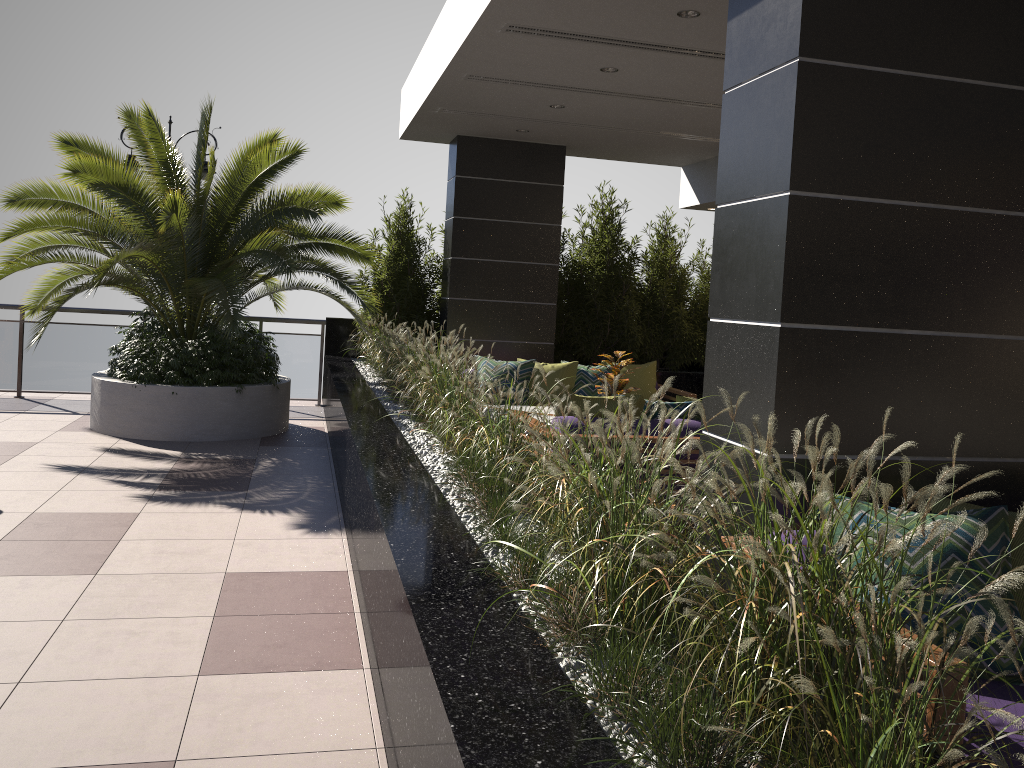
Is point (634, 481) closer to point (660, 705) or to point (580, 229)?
point (660, 705)

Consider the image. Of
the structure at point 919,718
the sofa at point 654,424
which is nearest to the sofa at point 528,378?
the structure at point 919,718

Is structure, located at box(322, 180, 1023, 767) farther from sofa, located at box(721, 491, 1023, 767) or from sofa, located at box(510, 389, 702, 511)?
sofa, located at box(510, 389, 702, 511)

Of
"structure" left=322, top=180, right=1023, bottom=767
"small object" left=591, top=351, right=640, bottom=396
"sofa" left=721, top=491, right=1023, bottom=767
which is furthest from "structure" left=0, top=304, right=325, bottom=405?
"sofa" left=721, top=491, right=1023, bottom=767

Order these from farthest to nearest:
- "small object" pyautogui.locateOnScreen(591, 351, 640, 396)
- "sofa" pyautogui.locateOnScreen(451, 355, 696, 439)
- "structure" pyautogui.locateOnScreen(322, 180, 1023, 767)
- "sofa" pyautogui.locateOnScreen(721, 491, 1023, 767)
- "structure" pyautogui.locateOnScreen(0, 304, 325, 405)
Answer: "structure" pyautogui.locateOnScreen(0, 304, 325, 405), "sofa" pyautogui.locateOnScreen(451, 355, 696, 439), "small object" pyautogui.locateOnScreen(591, 351, 640, 396), "sofa" pyautogui.locateOnScreen(721, 491, 1023, 767), "structure" pyautogui.locateOnScreen(322, 180, 1023, 767)

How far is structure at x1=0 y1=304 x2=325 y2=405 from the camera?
10.06m

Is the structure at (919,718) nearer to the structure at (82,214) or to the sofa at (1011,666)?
the sofa at (1011,666)

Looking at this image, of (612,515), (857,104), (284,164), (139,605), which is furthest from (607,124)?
(612,515)

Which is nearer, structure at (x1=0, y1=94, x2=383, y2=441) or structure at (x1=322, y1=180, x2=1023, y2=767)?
structure at (x1=322, y1=180, x2=1023, y2=767)

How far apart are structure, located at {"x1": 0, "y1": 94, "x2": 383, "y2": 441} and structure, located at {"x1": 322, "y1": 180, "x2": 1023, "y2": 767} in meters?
0.4 m
